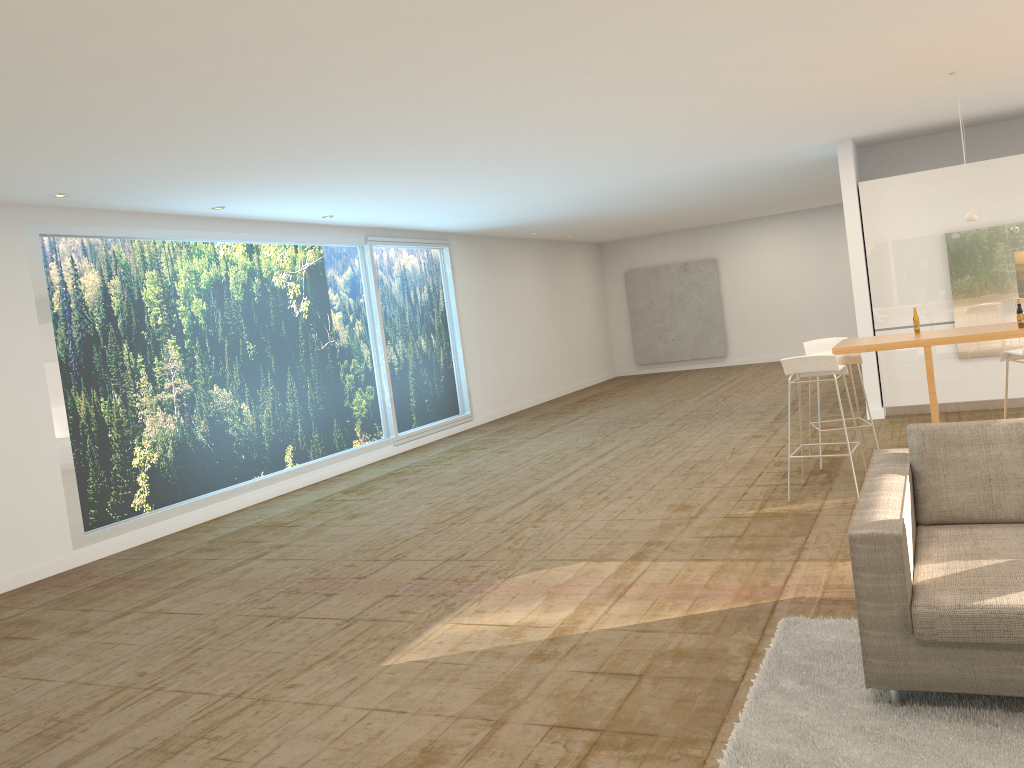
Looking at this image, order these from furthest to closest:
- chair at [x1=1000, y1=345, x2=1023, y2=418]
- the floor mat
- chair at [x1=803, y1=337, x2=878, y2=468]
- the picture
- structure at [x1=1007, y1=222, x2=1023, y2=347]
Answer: the picture, structure at [x1=1007, y1=222, x2=1023, y2=347], chair at [x1=803, y1=337, x2=878, y2=468], chair at [x1=1000, y1=345, x2=1023, y2=418], the floor mat

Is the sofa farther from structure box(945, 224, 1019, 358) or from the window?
the window

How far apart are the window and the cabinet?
6.0 meters

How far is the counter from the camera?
6.10m

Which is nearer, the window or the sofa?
the sofa

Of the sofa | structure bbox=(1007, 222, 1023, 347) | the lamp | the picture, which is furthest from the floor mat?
the picture

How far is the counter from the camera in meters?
6.1 m

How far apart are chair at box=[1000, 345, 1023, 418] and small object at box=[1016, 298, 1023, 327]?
0.2m

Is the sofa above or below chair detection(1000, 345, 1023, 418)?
below

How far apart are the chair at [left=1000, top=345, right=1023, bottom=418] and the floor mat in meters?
2.8
